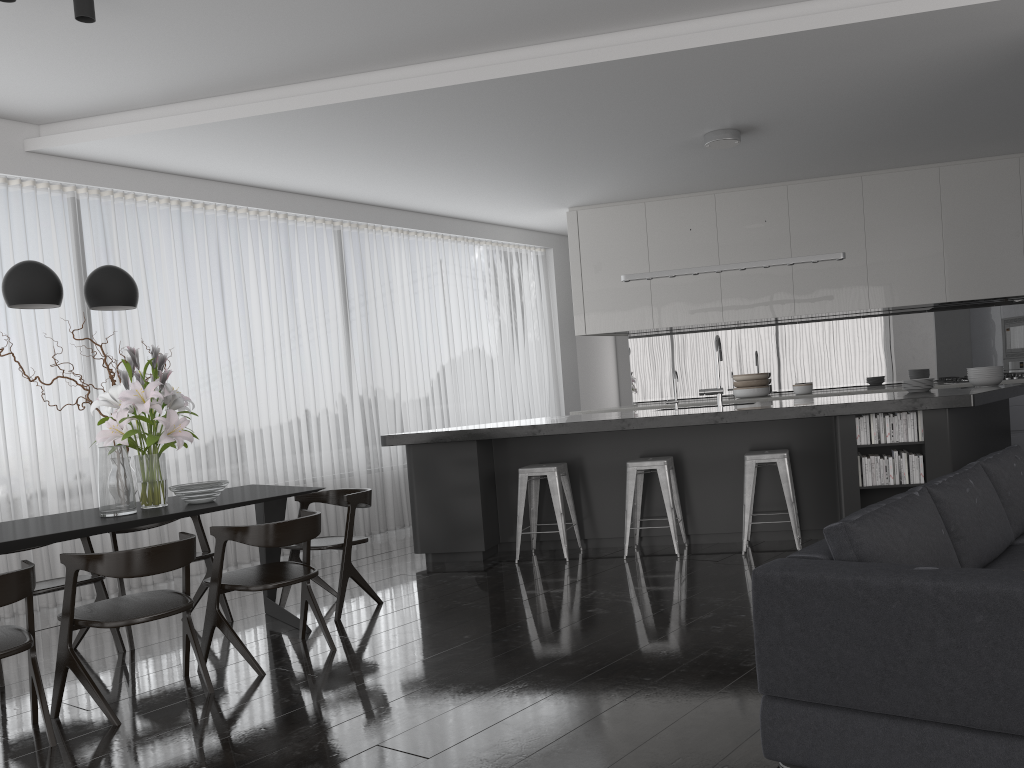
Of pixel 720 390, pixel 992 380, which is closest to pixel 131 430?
pixel 720 390

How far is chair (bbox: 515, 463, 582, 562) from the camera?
5.9 meters

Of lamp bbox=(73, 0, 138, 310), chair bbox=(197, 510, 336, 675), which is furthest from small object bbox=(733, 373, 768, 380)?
lamp bbox=(73, 0, 138, 310)

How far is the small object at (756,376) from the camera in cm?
857

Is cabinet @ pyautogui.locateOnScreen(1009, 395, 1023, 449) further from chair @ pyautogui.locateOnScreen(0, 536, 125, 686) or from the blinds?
chair @ pyautogui.locateOnScreen(0, 536, 125, 686)

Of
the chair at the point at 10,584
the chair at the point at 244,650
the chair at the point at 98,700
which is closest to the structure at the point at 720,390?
the chair at the point at 244,650

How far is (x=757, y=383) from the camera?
8.6m

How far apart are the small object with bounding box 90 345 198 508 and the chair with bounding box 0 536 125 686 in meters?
0.5

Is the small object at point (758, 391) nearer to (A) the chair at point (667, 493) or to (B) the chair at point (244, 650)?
(A) the chair at point (667, 493)

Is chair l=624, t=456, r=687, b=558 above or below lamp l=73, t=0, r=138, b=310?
below
